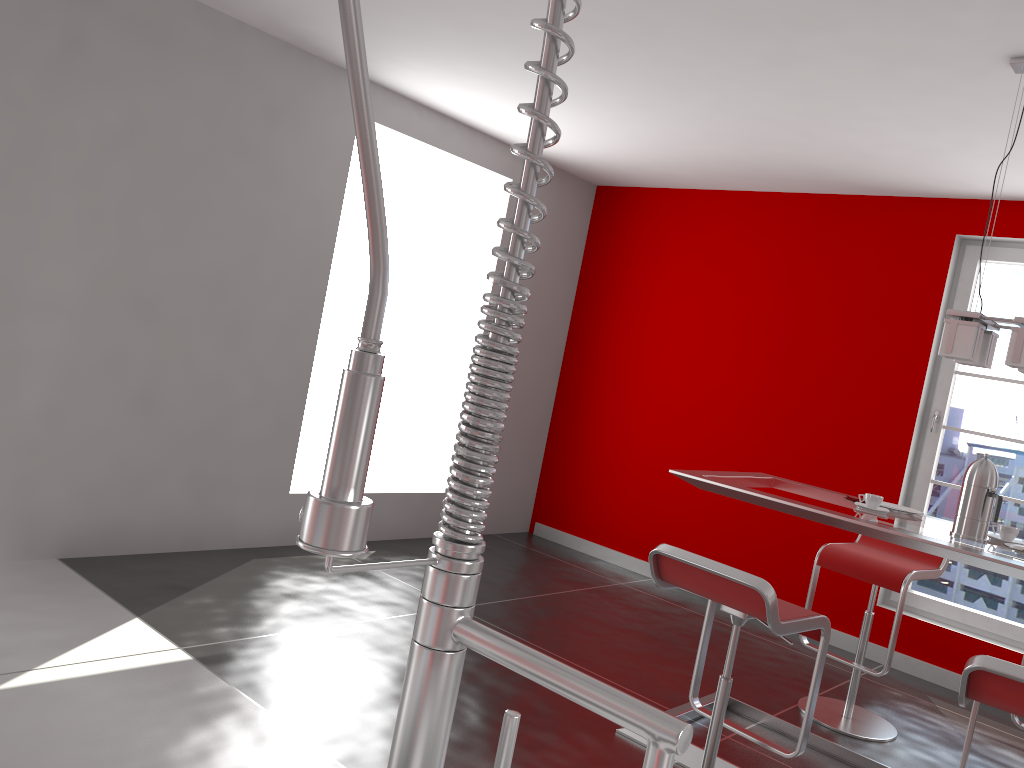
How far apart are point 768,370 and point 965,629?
1.8 meters

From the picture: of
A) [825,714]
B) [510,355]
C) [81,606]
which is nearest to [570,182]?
[825,714]

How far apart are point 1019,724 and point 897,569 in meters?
0.7

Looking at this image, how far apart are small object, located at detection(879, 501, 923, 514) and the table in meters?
0.1

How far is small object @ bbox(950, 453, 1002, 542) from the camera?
A: 2.9m

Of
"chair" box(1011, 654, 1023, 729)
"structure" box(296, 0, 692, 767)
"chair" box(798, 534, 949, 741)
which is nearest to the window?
"chair" box(798, 534, 949, 741)

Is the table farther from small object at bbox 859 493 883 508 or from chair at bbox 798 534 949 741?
chair at bbox 798 534 949 741

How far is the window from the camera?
4.69m

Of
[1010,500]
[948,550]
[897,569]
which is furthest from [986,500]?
[1010,500]

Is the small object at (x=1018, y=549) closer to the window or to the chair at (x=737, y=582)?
the chair at (x=737, y=582)
